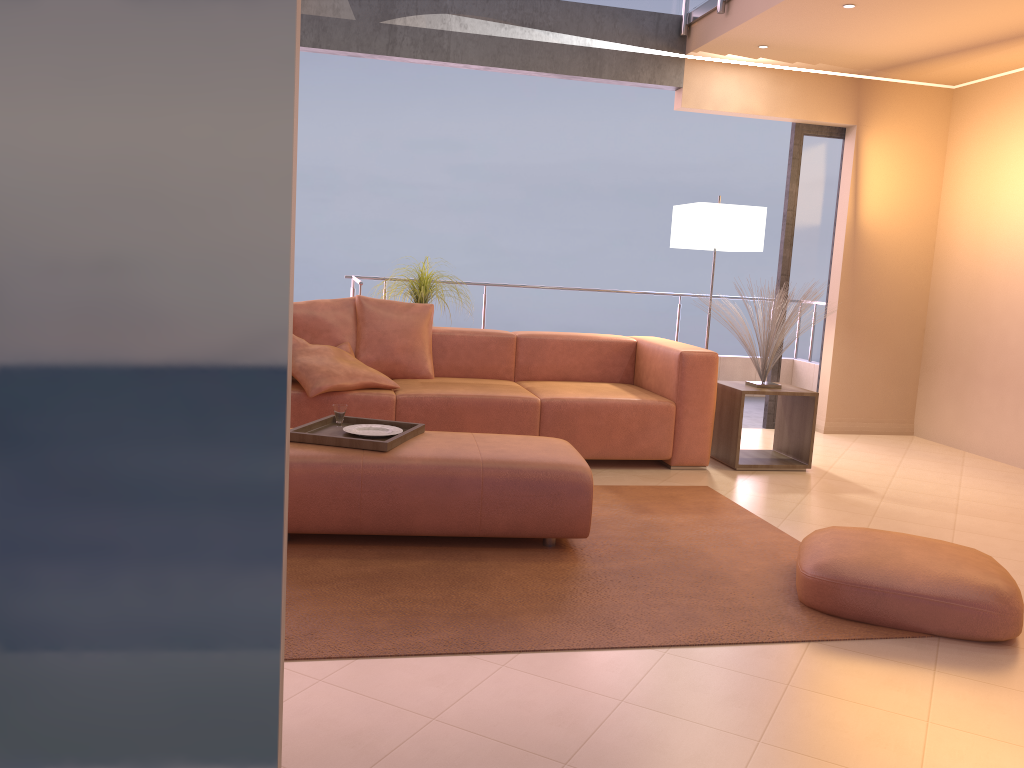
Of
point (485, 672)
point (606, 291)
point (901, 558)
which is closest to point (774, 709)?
point (485, 672)

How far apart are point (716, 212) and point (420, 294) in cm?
192

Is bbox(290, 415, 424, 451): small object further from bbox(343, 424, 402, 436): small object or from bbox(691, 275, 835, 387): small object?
bbox(691, 275, 835, 387): small object

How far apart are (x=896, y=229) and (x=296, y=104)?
6.1m

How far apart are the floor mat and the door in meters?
2.1

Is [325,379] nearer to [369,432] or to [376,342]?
[376,342]

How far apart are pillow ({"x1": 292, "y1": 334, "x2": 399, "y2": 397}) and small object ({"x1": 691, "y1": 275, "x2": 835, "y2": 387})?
2.0 meters

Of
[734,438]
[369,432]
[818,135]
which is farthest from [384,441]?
[818,135]

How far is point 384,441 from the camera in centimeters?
330cm

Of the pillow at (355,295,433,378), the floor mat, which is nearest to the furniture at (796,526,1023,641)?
the floor mat
